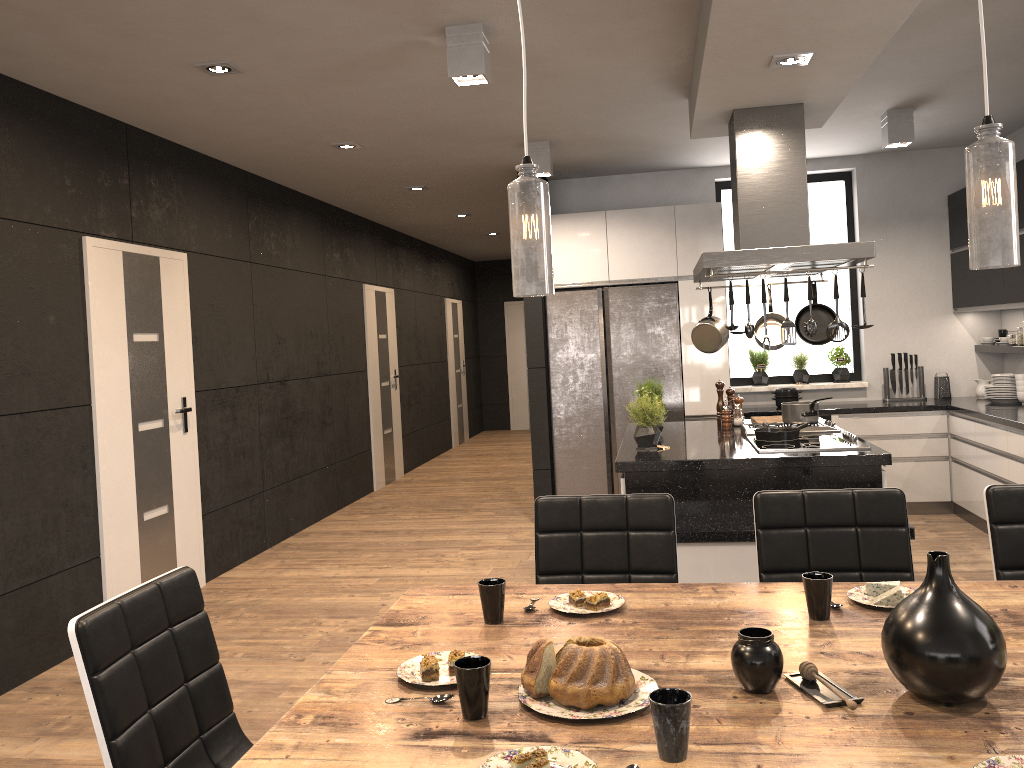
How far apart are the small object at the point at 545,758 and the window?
6.2m

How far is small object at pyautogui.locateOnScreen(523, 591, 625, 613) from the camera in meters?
2.1 m

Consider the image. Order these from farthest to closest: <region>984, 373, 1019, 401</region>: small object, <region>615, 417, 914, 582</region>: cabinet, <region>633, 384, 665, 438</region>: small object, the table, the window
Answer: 1. the window
2. <region>984, 373, 1019, 401</region>: small object
3. <region>633, 384, 665, 438</region>: small object
4. <region>615, 417, 914, 582</region>: cabinet
5. the table

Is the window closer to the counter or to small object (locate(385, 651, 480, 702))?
the counter

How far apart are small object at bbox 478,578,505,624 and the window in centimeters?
559cm

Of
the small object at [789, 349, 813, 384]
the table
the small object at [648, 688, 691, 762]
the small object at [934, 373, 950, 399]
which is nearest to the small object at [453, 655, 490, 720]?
the table

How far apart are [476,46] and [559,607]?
2.5m

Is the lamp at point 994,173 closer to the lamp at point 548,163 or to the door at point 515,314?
the lamp at point 548,163

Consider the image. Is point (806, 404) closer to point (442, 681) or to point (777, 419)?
point (777, 419)

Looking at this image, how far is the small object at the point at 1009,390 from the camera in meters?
6.2 m
